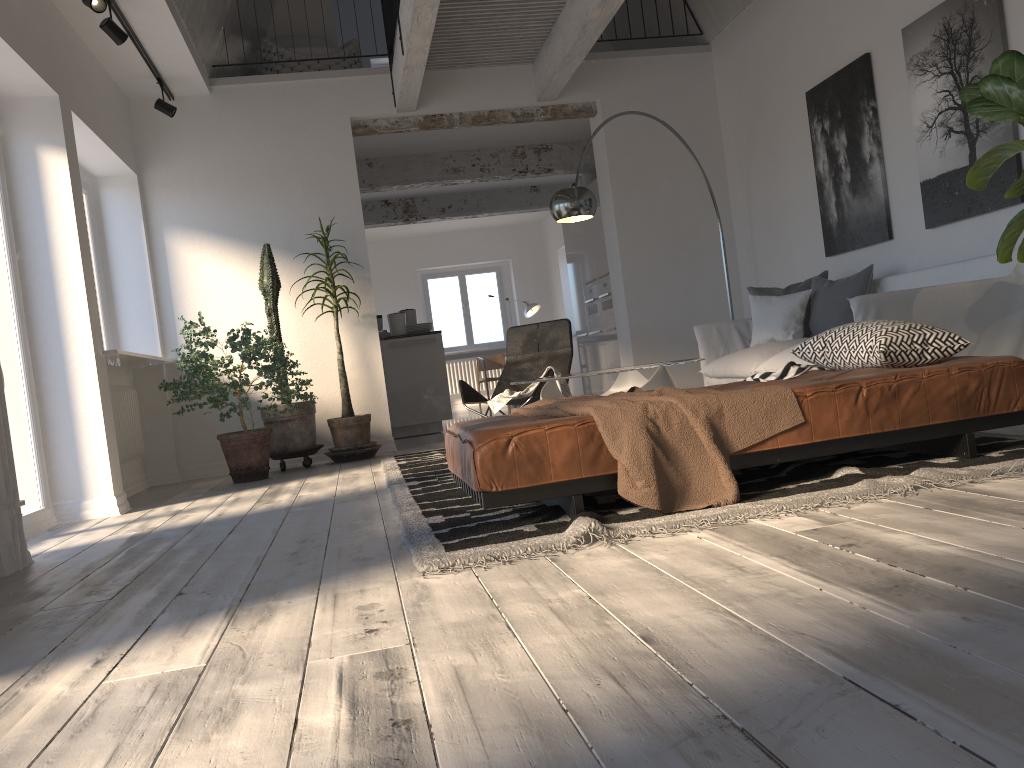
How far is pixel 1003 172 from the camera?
4.5m

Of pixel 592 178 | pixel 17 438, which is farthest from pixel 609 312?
pixel 17 438

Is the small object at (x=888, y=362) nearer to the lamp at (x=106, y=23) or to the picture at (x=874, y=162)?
the picture at (x=874, y=162)

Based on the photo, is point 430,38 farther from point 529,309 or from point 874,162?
point 529,309

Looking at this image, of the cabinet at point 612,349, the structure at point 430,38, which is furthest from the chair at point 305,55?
the cabinet at point 612,349

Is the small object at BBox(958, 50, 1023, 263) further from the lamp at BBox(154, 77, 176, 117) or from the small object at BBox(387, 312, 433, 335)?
the small object at BBox(387, 312, 433, 335)

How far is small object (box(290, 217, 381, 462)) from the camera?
6.61m

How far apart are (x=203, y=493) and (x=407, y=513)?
2.7m

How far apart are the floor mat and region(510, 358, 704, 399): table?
0.7 meters

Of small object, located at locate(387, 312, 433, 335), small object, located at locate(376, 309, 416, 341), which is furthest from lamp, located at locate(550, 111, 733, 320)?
small object, located at locate(376, 309, 416, 341)
